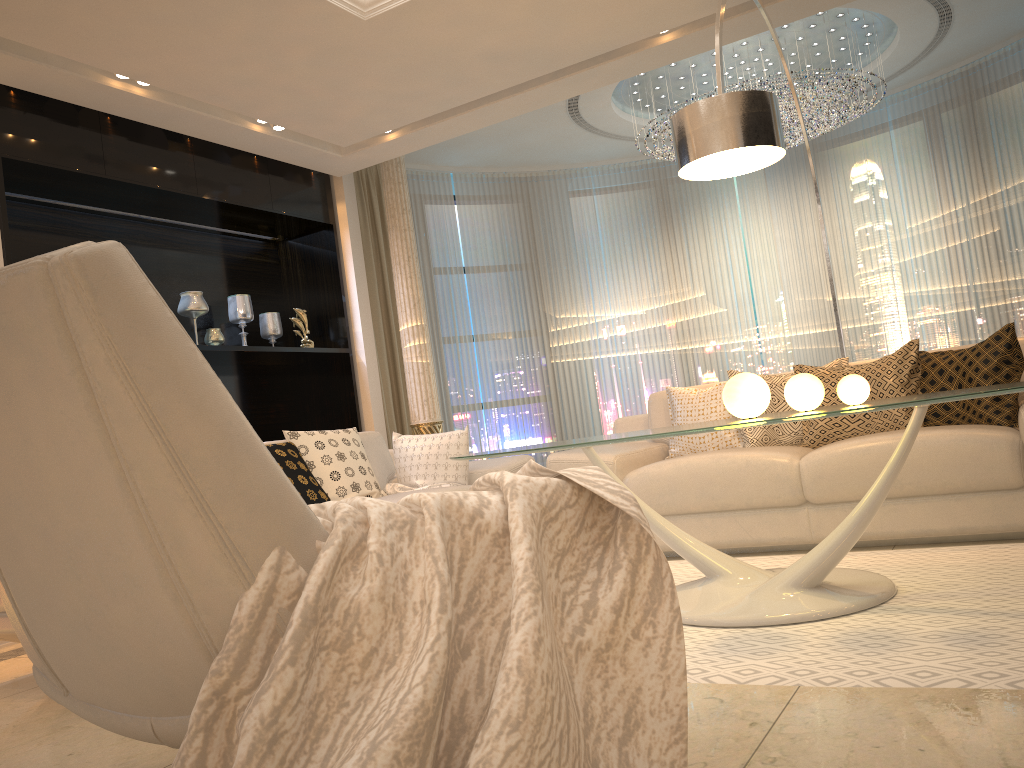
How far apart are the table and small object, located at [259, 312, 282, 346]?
3.63m

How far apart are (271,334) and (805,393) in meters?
4.4

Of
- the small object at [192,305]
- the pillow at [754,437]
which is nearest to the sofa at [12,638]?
the pillow at [754,437]

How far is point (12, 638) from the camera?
3.1m

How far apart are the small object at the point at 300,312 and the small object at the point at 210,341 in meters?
0.6 m

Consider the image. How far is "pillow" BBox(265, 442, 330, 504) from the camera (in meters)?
3.80

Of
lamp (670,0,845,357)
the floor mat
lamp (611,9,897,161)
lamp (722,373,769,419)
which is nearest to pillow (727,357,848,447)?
the floor mat

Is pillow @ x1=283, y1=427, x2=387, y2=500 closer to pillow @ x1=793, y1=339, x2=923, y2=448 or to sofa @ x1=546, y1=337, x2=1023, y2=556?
sofa @ x1=546, y1=337, x2=1023, y2=556

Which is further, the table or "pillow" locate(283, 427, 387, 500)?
"pillow" locate(283, 427, 387, 500)

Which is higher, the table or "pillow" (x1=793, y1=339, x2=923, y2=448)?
"pillow" (x1=793, y1=339, x2=923, y2=448)
